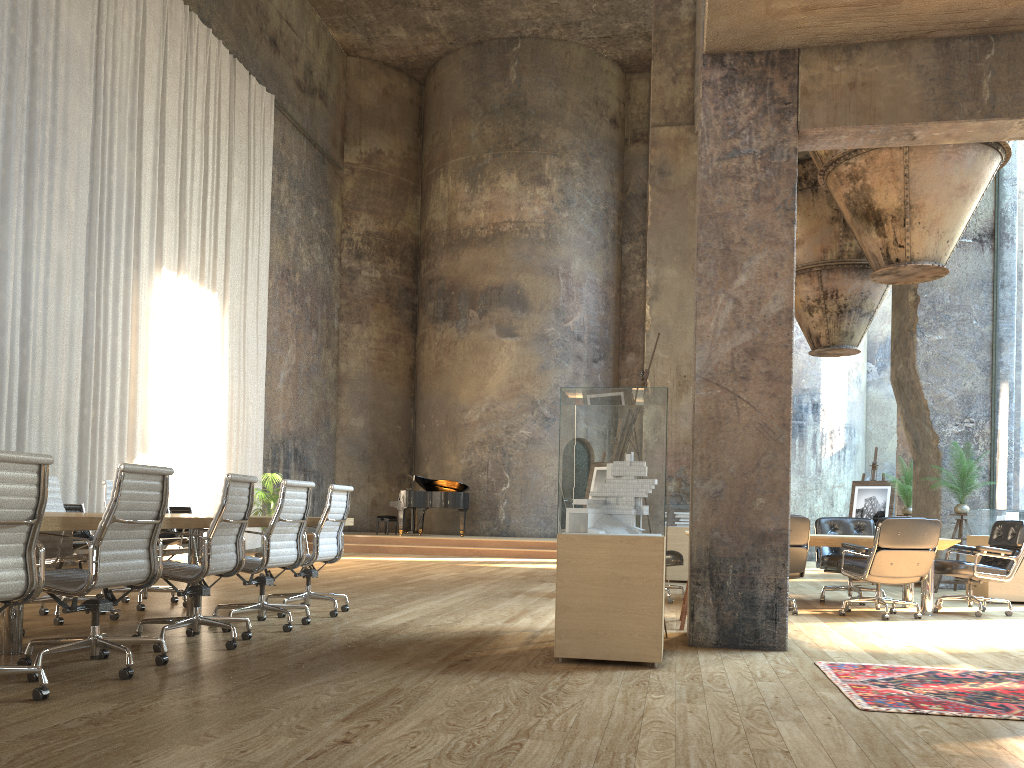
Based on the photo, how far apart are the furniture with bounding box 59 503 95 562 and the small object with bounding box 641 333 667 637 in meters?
6.6 m

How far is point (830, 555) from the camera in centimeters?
889cm

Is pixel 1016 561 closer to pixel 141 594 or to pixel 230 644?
pixel 230 644

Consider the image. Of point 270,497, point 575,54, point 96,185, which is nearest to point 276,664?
point 96,185

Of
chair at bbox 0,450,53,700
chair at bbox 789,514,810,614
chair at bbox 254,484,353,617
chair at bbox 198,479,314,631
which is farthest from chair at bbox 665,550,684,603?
chair at bbox 0,450,53,700

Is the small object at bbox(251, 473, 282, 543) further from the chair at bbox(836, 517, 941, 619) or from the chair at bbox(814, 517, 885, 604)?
the chair at bbox(836, 517, 941, 619)

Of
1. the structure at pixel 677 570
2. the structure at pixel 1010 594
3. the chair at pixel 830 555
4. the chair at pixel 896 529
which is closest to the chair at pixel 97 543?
the chair at pixel 896 529

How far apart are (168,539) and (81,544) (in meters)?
1.44

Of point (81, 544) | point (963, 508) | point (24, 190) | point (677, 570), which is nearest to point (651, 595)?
point (677, 570)

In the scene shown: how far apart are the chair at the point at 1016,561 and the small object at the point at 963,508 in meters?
2.3
